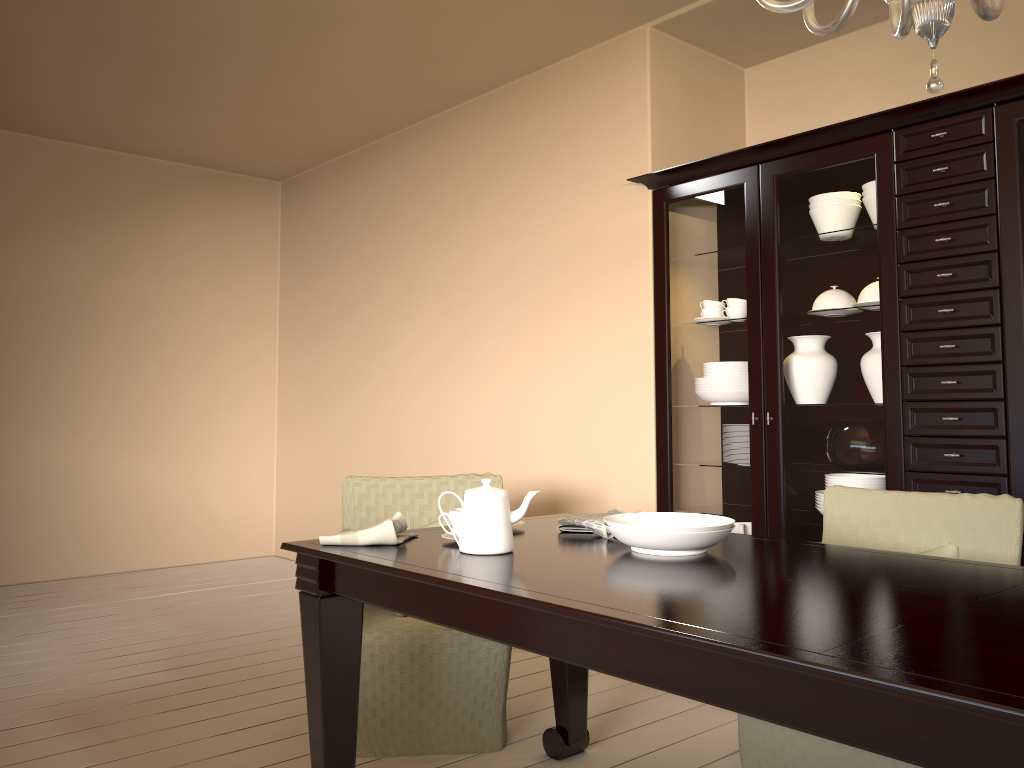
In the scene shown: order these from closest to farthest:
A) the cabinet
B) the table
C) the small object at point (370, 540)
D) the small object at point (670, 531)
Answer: the table
the small object at point (670, 531)
the small object at point (370, 540)
the cabinet

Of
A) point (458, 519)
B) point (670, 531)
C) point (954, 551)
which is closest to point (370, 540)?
point (458, 519)

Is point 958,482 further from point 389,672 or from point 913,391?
point 389,672

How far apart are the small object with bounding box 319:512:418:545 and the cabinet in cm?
160

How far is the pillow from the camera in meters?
2.2 m

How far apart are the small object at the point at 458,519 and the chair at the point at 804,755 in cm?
87

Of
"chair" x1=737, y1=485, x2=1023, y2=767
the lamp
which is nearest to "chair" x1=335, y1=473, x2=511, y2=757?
"chair" x1=737, y1=485, x2=1023, y2=767

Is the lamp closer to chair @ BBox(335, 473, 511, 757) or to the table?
the table

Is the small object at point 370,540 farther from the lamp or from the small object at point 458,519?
the lamp

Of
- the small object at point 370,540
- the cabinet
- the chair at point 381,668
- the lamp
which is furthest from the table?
the cabinet
